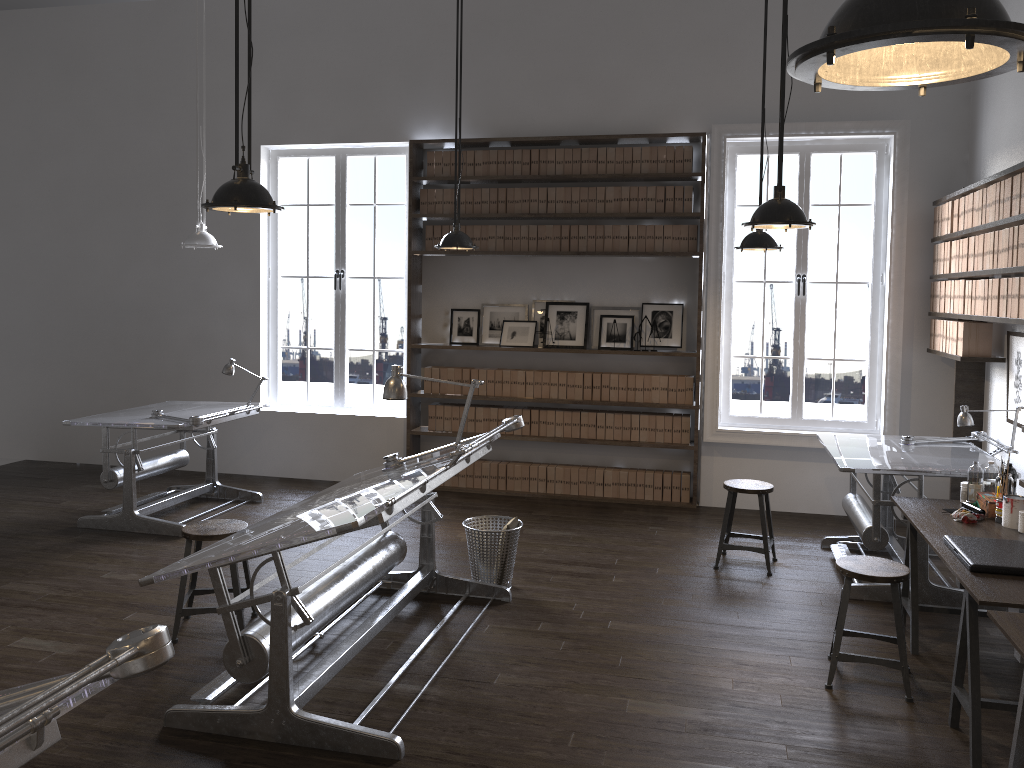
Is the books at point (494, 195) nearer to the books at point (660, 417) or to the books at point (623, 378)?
the books at point (623, 378)

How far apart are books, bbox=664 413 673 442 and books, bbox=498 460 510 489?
1.41m

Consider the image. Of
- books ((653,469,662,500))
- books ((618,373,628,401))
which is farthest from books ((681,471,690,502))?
books ((618,373,628,401))

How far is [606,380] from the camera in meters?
7.3

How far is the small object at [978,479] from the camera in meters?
4.5

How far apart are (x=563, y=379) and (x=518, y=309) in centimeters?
74cm

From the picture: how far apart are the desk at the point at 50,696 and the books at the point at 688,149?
6.0 meters

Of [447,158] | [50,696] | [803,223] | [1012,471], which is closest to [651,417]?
[447,158]

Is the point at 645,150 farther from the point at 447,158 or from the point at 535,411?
the point at 535,411

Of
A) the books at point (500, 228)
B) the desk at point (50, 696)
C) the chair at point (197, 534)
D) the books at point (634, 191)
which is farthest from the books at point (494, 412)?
the desk at point (50, 696)
